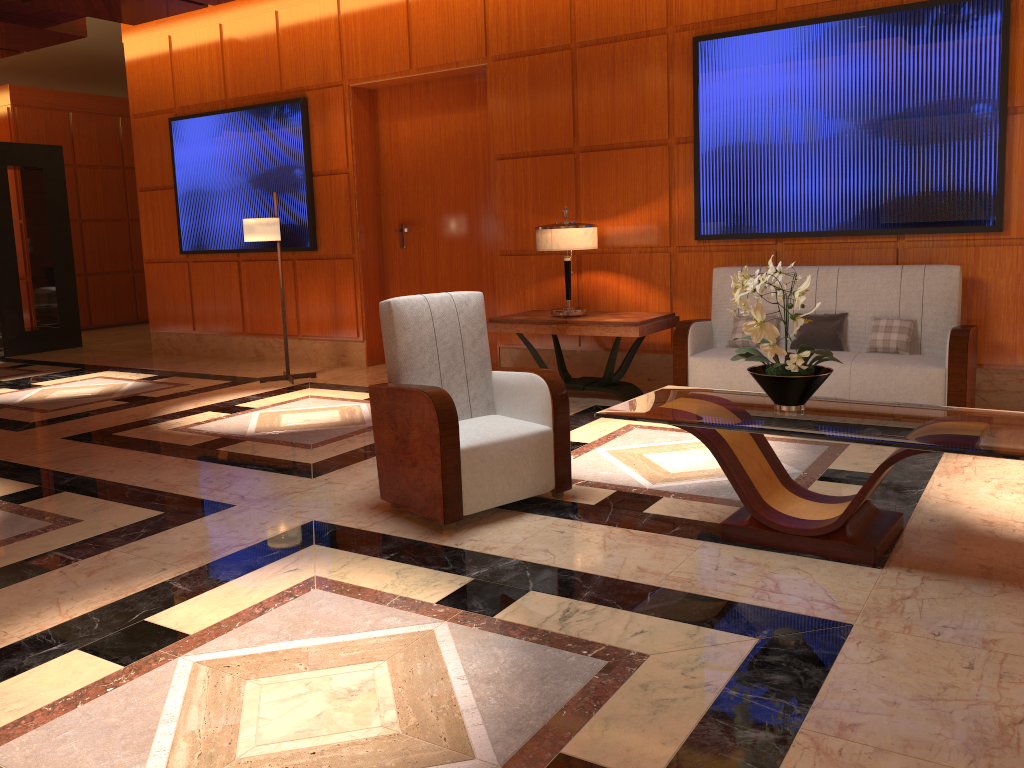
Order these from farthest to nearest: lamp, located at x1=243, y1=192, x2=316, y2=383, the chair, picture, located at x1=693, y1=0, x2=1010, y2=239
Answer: lamp, located at x1=243, y1=192, x2=316, y2=383, picture, located at x1=693, y1=0, x2=1010, y2=239, the chair

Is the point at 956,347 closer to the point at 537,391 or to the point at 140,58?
the point at 537,391

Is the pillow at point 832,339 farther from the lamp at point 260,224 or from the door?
the lamp at point 260,224

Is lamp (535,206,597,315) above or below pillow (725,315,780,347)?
above

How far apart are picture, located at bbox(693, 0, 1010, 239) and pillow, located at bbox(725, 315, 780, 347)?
0.7m

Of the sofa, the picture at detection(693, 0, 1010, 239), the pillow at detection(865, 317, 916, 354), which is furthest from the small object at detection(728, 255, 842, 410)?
the picture at detection(693, 0, 1010, 239)

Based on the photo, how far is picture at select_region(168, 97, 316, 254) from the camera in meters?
8.5 m

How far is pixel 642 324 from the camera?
6.1m

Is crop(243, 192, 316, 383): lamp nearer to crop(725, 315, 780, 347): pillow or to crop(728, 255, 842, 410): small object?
crop(725, 315, 780, 347): pillow

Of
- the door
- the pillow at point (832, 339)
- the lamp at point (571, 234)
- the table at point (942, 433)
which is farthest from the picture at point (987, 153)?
the table at point (942, 433)
